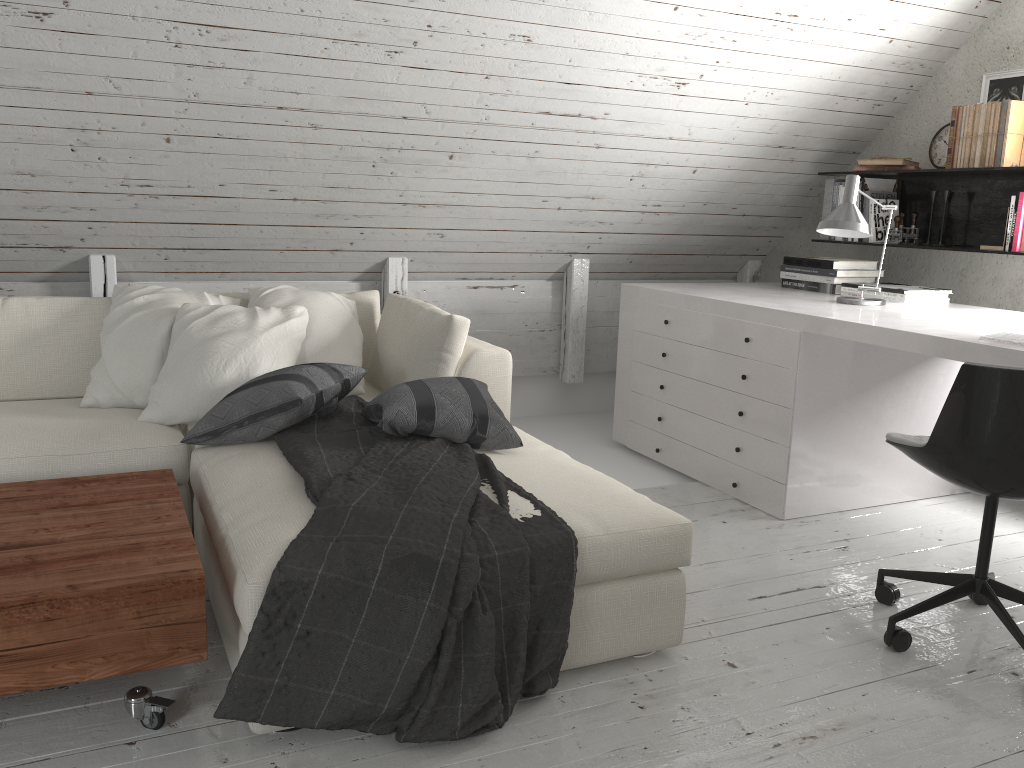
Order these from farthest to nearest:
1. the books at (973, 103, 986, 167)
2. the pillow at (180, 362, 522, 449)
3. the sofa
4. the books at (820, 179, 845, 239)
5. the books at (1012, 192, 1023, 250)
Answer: the books at (820, 179, 845, 239), the books at (973, 103, 986, 167), the books at (1012, 192, 1023, 250), the pillow at (180, 362, 522, 449), the sofa

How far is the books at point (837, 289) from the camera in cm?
387

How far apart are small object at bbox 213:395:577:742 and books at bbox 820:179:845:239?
2.6m

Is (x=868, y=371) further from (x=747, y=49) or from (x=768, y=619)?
(x=747, y=49)

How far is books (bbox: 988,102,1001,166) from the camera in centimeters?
346cm

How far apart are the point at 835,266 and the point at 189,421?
2.7 meters

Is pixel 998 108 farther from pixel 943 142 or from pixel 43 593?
pixel 43 593

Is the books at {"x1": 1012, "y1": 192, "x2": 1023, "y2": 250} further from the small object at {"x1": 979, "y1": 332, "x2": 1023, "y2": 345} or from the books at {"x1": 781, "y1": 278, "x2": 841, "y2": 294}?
the small object at {"x1": 979, "y1": 332, "x2": 1023, "y2": 345}

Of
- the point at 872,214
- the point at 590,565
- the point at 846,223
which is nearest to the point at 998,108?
the point at 872,214

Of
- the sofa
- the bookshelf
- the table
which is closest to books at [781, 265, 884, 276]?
the bookshelf
